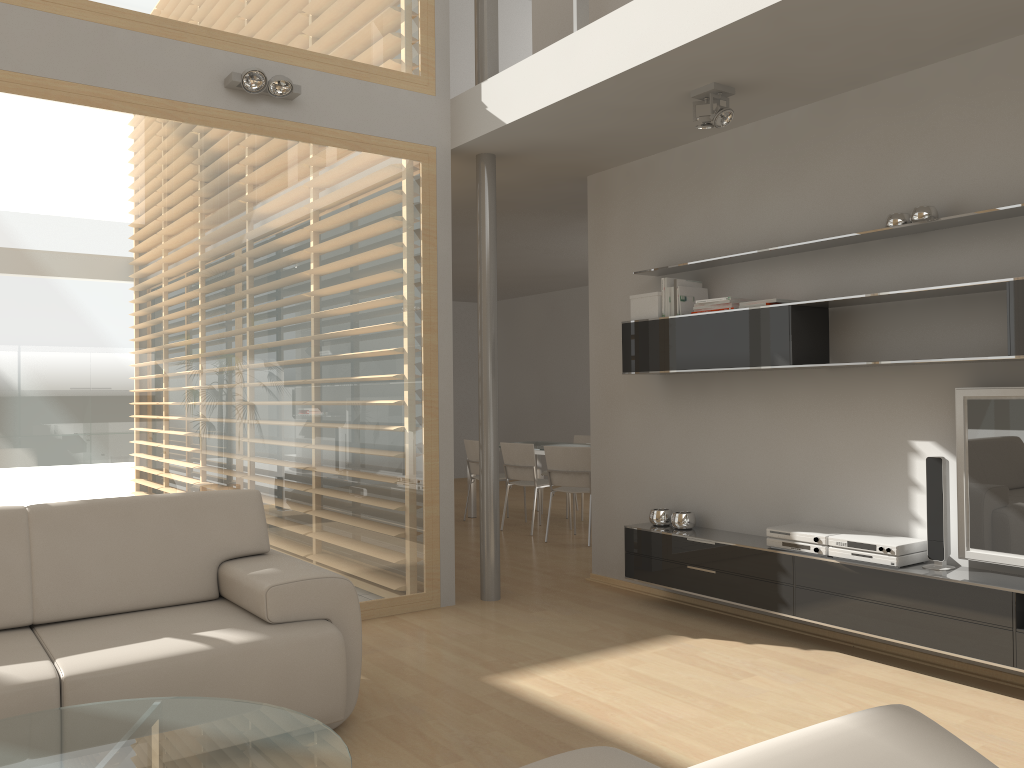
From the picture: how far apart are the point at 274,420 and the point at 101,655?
1.95m

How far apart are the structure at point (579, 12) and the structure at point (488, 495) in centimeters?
49cm

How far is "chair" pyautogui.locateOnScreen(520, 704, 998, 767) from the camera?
0.9 meters

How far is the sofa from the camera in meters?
2.8

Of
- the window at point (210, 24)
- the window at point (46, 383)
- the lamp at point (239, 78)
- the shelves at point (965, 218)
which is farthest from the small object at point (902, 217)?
the lamp at point (239, 78)

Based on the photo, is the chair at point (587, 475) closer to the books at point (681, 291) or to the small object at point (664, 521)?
the small object at point (664, 521)

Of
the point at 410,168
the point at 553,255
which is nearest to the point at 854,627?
the point at 410,168

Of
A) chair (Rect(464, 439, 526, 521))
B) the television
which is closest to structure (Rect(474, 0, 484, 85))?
the television

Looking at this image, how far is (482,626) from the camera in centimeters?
473cm

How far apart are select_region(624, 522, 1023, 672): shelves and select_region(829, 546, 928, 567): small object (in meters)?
0.04
